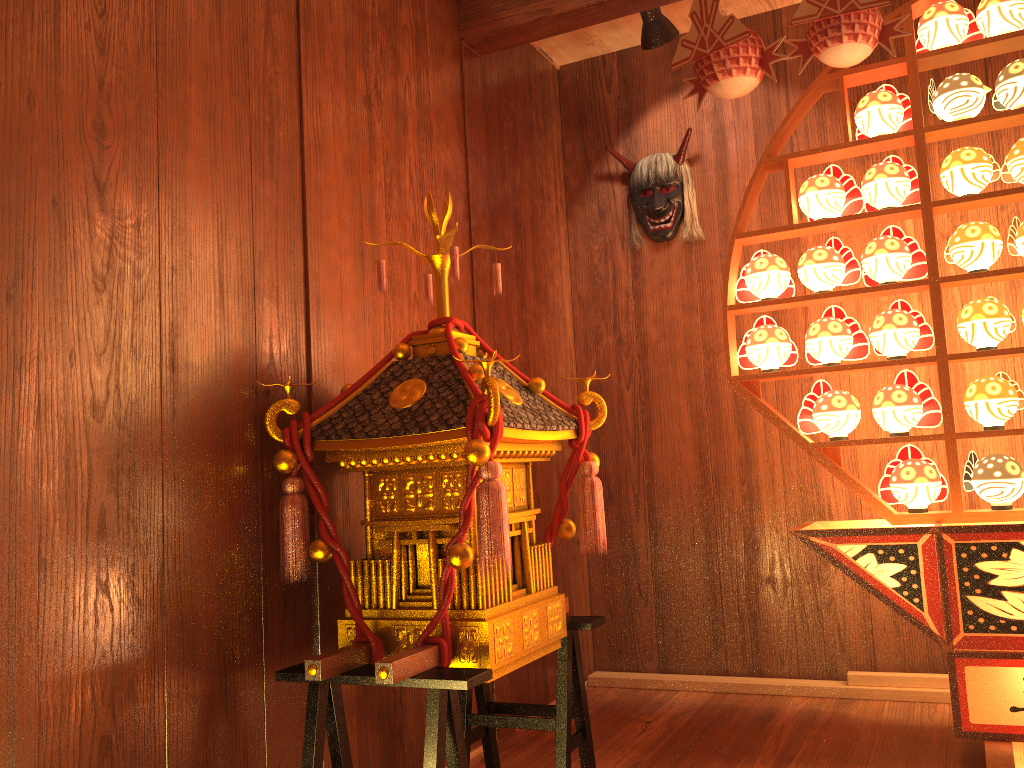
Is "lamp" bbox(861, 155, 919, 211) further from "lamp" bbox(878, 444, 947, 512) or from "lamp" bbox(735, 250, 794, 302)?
"lamp" bbox(878, 444, 947, 512)

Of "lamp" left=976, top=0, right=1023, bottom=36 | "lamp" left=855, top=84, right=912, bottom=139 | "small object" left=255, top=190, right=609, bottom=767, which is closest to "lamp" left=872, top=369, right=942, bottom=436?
"lamp" left=855, top=84, right=912, bottom=139

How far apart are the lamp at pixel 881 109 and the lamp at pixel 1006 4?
0.3 meters

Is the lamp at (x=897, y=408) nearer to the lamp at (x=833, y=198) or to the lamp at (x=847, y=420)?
the lamp at (x=847, y=420)

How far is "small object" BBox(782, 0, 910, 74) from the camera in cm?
232

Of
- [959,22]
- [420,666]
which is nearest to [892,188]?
[959,22]

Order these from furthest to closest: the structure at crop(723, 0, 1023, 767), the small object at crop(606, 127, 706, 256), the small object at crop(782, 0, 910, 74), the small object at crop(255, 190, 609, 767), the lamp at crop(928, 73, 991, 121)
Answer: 1. the small object at crop(606, 127, 706, 256)
2. the lamp at crop(928, 73, 991, 121)
3. the small object at crop(782, 0, 910, 74)
4. the structure at crop(723, 0, 1023, 767)
5. the small object at crop(255, 190, 609, 767)

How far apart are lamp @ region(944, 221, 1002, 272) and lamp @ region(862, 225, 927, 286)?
0.06m

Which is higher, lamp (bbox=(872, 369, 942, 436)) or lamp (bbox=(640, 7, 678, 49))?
lamp (bbox=(640, 7, 678, 49))

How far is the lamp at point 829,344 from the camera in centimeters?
255cm
